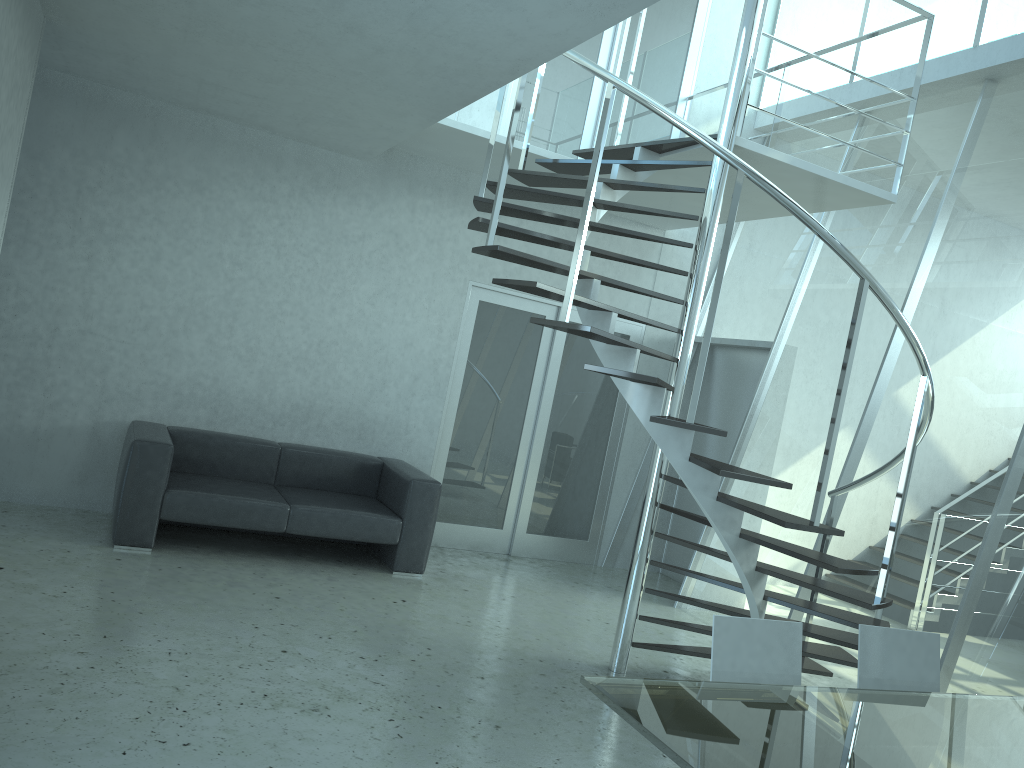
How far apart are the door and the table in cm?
457

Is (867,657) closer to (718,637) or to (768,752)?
(718,637)

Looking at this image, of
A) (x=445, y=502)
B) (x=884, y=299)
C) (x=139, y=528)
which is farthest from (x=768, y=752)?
(x=445, y=502)

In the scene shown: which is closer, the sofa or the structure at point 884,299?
the structure at point 884,299

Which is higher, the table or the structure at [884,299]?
the structure at [884,299]

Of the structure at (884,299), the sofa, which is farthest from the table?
→ the sofa

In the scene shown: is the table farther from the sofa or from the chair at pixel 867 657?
the sofa

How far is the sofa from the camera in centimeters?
526cm

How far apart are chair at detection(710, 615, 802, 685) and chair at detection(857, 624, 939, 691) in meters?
0.3 m

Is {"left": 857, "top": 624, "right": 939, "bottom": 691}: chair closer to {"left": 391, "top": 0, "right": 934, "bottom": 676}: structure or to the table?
the table
